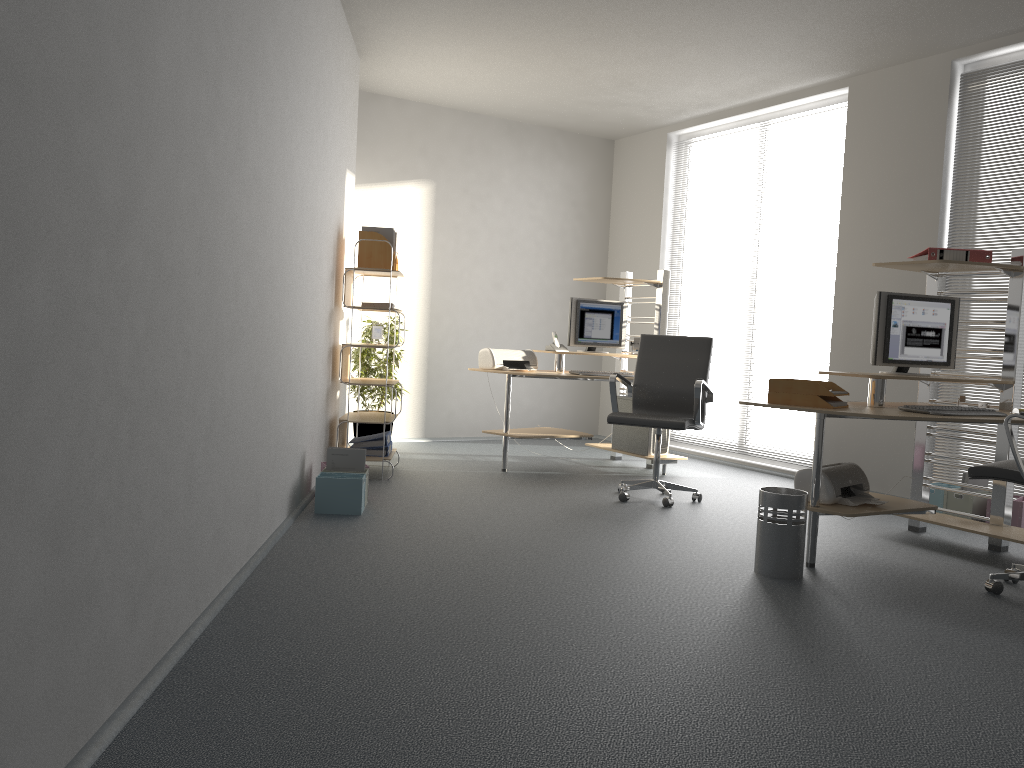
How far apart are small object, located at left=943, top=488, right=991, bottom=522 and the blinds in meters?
0.3 m

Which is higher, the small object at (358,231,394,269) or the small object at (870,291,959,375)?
the small object at (358,231,394,269)

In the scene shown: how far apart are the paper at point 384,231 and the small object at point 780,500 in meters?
3.2

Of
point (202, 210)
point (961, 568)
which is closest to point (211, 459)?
point (202, 210)

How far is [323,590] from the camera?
3.33m

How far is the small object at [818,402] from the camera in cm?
407

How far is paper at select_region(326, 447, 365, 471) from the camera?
5.0m

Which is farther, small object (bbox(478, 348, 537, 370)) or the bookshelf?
small object (bbox(478, 348, 537, 370))

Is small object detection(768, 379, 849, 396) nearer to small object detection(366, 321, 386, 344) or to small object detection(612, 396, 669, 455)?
small object detection(612, 396, 669, 455)

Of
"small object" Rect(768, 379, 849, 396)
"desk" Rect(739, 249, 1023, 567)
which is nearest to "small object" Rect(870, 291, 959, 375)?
"desk" Rect(739, 249, 1023, 567)
